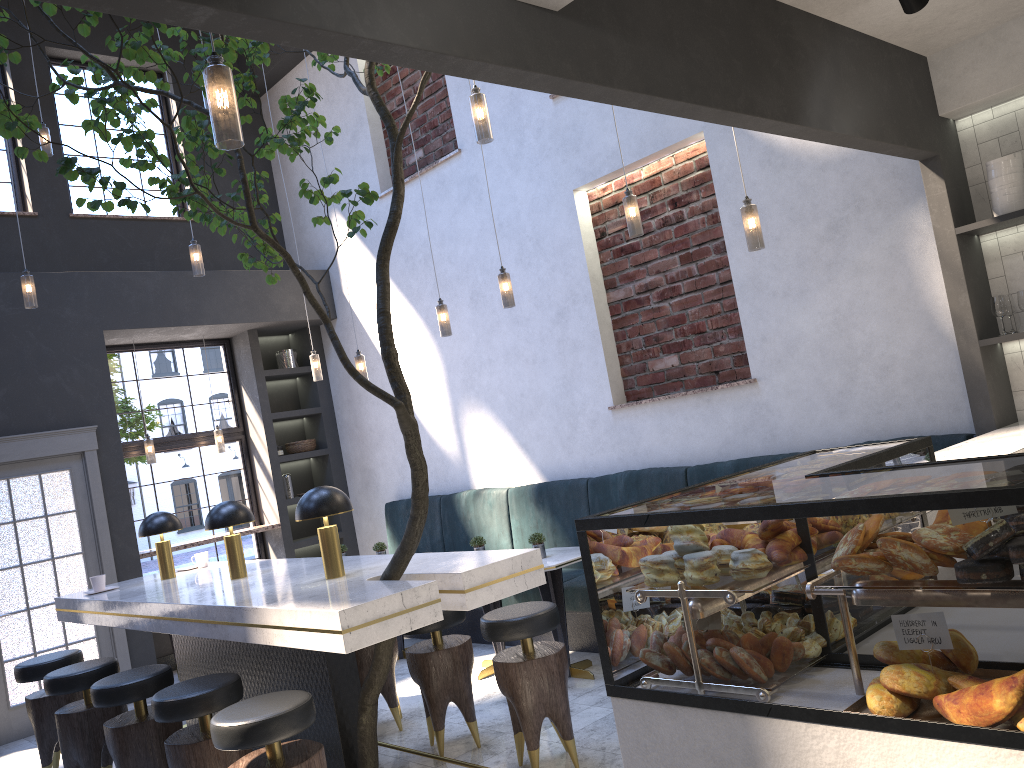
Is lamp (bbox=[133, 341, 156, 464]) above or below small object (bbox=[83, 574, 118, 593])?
above

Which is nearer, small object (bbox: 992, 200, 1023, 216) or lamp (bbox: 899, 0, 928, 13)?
lamp (bbox: 899, 0, 928, 13)

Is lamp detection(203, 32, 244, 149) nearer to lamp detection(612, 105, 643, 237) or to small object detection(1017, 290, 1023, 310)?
lamp detection(612, 105, 643, 237)

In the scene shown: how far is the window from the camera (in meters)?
8.10

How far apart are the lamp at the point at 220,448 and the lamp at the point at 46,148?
2.80m

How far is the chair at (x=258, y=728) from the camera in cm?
305

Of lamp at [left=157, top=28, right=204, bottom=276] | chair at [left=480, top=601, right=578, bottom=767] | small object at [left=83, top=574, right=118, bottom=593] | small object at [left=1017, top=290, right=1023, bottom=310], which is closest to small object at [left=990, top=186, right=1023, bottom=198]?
small object at [left=1017, top=290, right=1023, bottom=310]

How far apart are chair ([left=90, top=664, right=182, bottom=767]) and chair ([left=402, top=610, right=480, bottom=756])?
1.1 meters

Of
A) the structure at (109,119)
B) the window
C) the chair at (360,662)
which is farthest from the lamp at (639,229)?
the window

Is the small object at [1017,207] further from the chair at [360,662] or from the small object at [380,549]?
the small object at [380,549]
